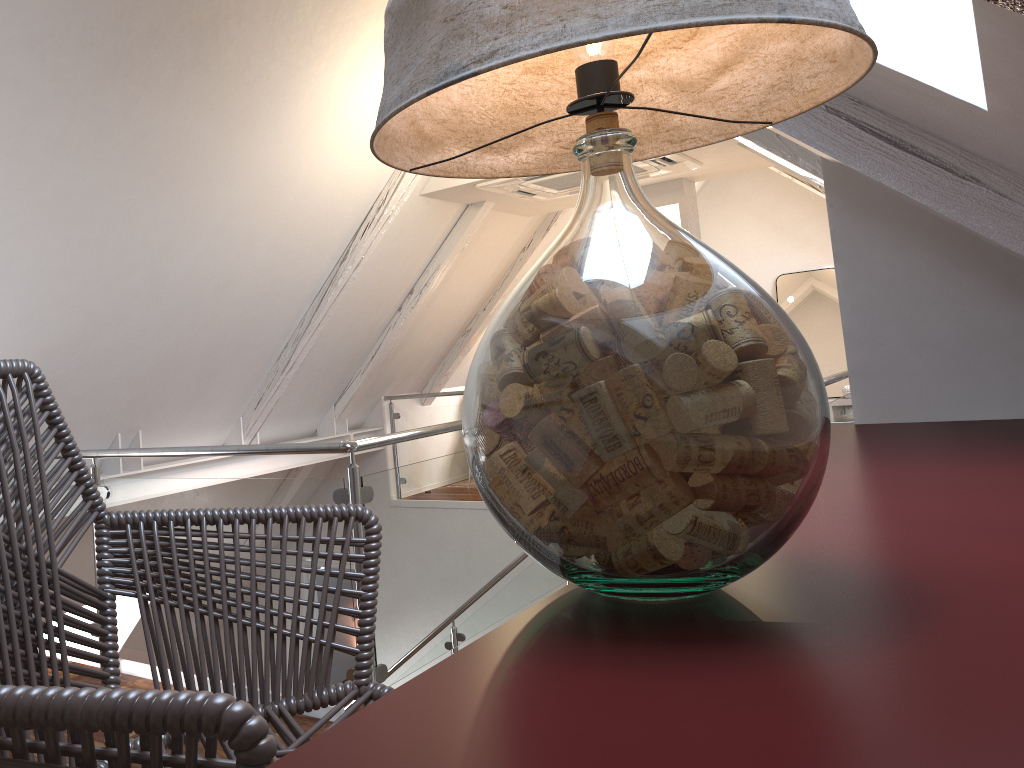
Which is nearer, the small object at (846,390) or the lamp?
the lamp

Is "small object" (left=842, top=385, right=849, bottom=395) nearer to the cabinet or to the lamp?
the cabinet

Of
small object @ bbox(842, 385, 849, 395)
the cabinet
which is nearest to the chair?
the cabinet

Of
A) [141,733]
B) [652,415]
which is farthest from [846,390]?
[141,733]

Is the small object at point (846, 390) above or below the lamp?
below

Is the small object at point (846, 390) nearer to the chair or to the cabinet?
the cabinet

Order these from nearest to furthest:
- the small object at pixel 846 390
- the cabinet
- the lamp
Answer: the cabinet
the lamp
the small object at pixel 846 390

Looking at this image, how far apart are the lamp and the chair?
0.2 meters

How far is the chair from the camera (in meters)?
0.46

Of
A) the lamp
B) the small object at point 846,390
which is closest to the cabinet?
the lamp
